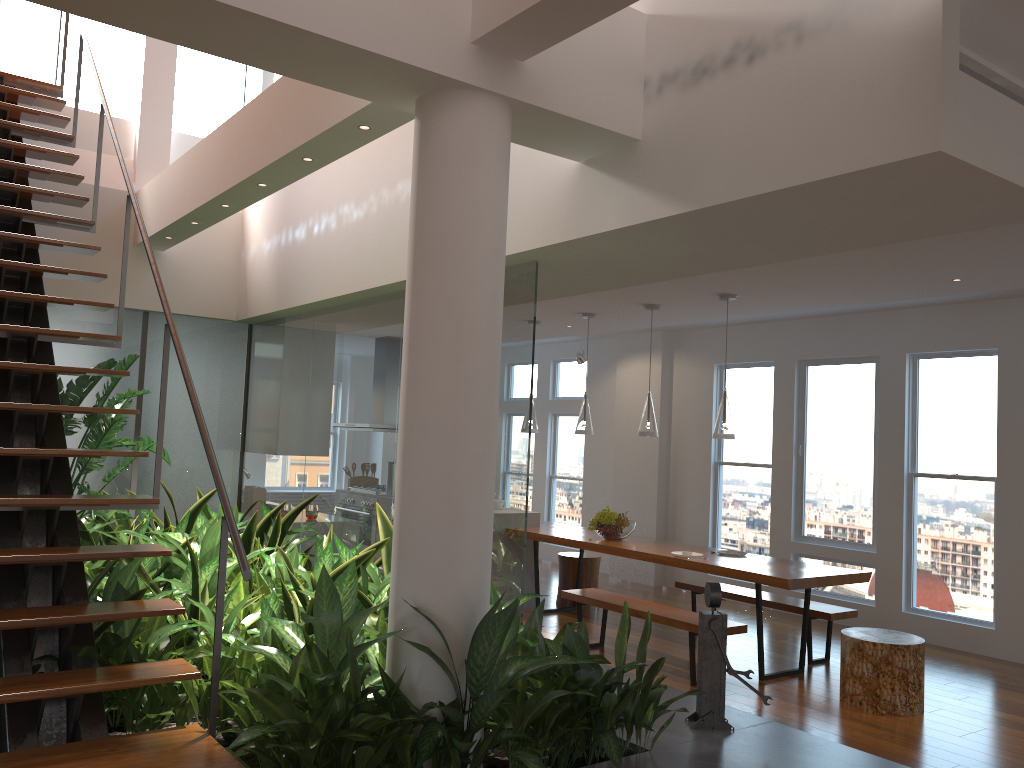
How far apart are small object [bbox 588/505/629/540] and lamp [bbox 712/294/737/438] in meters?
1.3

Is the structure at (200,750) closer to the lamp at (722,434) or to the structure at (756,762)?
the structure at (756,762)

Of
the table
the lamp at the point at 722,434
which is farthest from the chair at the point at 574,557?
the lamp at the point at 722,434

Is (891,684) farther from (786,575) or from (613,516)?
(613,516)

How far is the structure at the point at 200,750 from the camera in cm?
254

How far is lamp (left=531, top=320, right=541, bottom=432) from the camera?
7.7m

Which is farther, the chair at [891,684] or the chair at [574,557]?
the chair at [574,557]

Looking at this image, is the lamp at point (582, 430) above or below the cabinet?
above

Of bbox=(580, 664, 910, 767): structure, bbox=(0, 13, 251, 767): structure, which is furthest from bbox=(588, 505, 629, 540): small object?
bbox=(0, 13, 251, 767): structure

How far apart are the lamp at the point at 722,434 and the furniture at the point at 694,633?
1.2 meters
